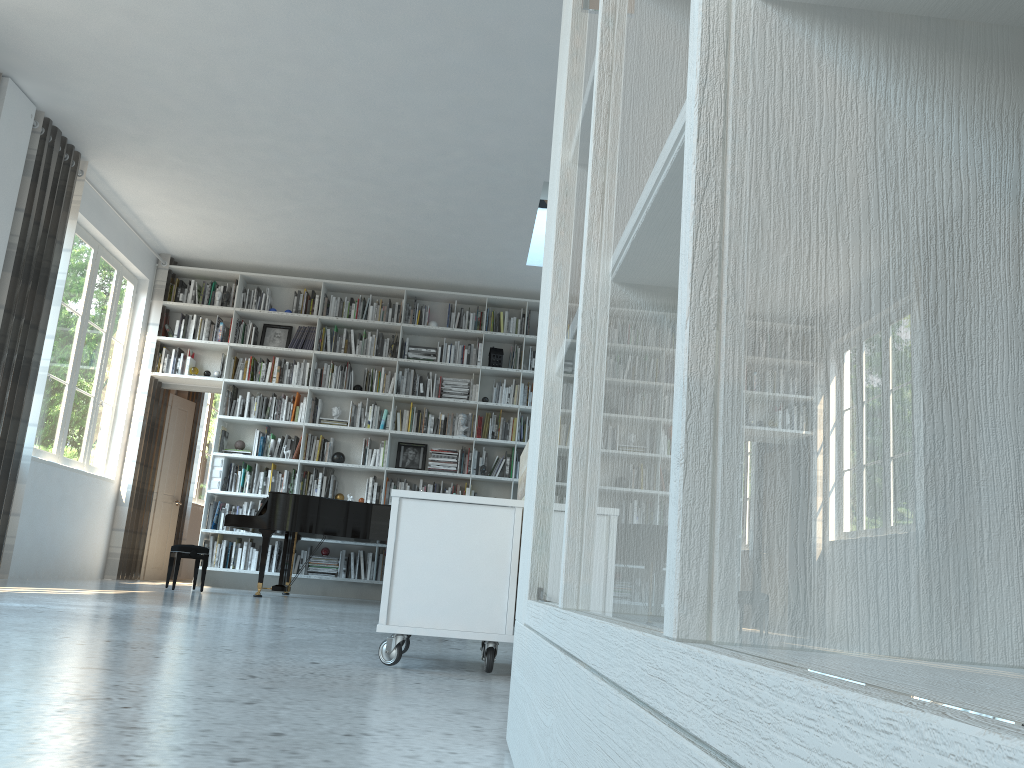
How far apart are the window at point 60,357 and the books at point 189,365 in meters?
0.6

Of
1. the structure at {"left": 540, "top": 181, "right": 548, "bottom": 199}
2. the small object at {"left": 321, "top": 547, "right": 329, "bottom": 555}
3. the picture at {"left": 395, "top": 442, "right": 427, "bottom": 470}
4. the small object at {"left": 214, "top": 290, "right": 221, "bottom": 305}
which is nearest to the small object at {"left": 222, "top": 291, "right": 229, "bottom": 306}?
the small object at {"left": 214, "top": 290, "right": 221, "bottom": 305}

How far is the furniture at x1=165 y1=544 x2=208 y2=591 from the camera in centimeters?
681cm

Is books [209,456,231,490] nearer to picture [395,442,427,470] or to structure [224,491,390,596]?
structure [224,491,390,596]

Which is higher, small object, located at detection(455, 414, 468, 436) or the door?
small object, located at detection(455, 414, 468, 436)

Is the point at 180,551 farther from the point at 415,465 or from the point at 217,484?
the point at 415,465

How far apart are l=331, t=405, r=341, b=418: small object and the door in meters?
1.9

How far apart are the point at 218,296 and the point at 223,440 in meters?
1.5

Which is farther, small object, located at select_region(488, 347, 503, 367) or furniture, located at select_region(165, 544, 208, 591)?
small object, located at select_region(488, 347, 503, 367)

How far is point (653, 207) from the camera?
0.6m
